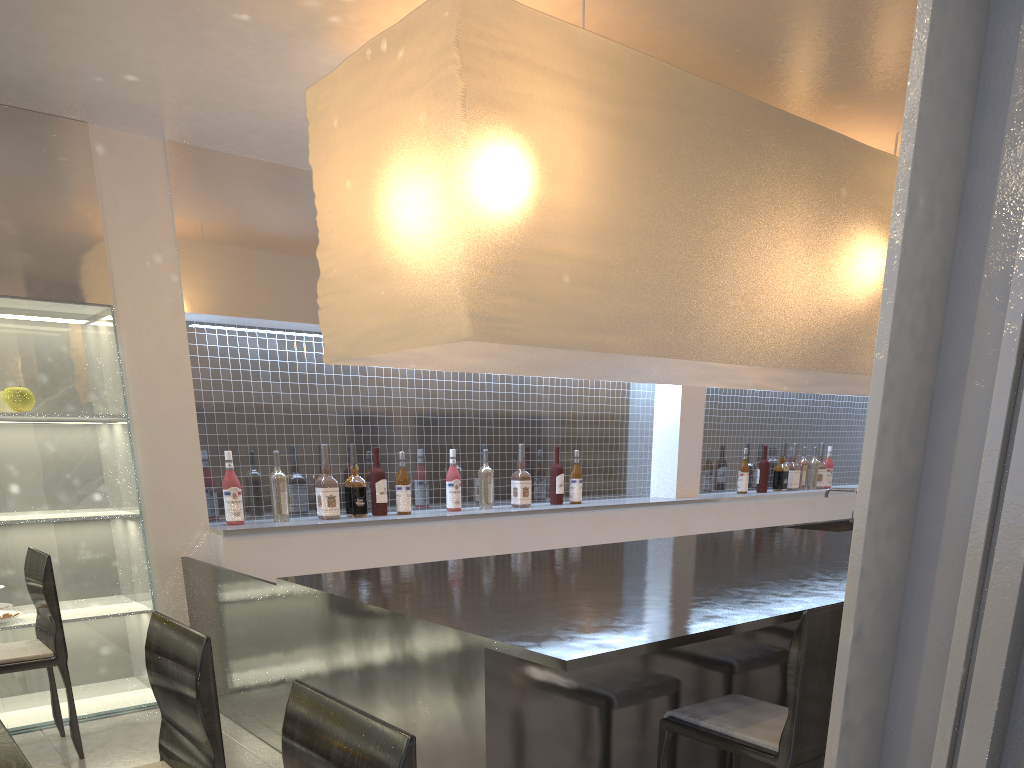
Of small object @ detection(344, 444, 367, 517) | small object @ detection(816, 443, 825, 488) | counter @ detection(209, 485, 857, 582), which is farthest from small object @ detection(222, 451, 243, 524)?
small object @ detection(816, 443, 825, 488)

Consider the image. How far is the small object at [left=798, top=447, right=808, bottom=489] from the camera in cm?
363

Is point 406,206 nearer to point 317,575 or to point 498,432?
point 317,575

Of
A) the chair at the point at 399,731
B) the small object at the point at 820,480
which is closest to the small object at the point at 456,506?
the chair at the point at 399,731

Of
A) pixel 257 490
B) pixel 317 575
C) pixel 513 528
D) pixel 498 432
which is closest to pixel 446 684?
pixel 317 575

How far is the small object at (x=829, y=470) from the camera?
3.7 meters

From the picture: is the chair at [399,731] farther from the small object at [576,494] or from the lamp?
the small object at [576,494]

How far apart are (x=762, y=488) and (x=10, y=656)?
2.7 meters

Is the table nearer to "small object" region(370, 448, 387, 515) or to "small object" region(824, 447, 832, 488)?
"small object" region(370, 448, 387, 515)

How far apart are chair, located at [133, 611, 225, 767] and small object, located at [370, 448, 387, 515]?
1.36m
